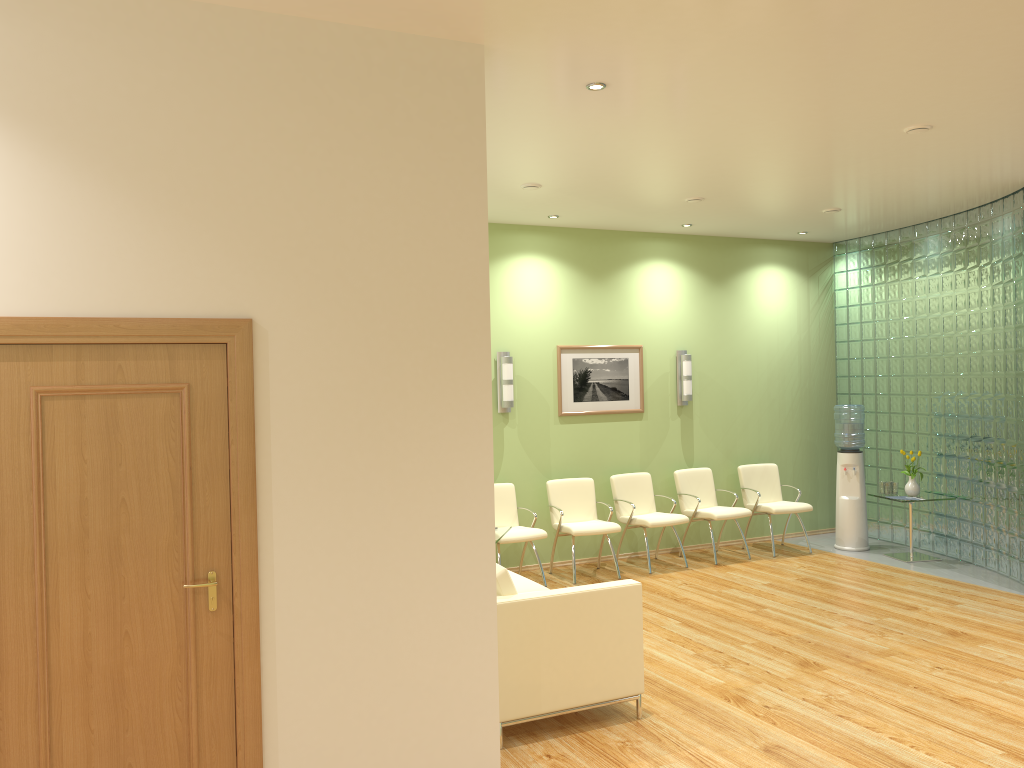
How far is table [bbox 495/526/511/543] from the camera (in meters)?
7.07

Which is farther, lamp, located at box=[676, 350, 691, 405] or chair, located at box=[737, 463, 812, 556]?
lamp, located at box=[676, 350, 691, 405]

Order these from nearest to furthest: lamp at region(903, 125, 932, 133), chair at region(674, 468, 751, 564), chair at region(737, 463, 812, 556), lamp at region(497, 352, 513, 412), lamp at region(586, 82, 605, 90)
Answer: lamp at region(586, 82, 605, 90), lamp at region(903, 125, 932, 133), lamp at region(497, 352, 513, 412), chair at region(674, 468, 751, 564), chair at region(737, 463, 812, 556)

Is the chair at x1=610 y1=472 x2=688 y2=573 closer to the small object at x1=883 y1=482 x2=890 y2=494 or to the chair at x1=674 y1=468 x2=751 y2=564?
the chair at x1=674 y1=468 x2=751 y2=564

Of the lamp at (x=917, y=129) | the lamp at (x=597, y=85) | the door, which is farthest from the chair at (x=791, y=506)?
the door

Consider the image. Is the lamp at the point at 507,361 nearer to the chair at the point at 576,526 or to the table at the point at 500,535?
the chair at the point at 576,526

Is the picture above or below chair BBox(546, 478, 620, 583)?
above

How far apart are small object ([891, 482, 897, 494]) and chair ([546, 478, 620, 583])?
2.99m

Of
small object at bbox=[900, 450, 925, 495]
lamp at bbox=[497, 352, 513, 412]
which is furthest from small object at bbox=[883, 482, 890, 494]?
lamp at bbox=[497, 352, 513, 412]

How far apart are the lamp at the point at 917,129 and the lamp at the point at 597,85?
2.2m
